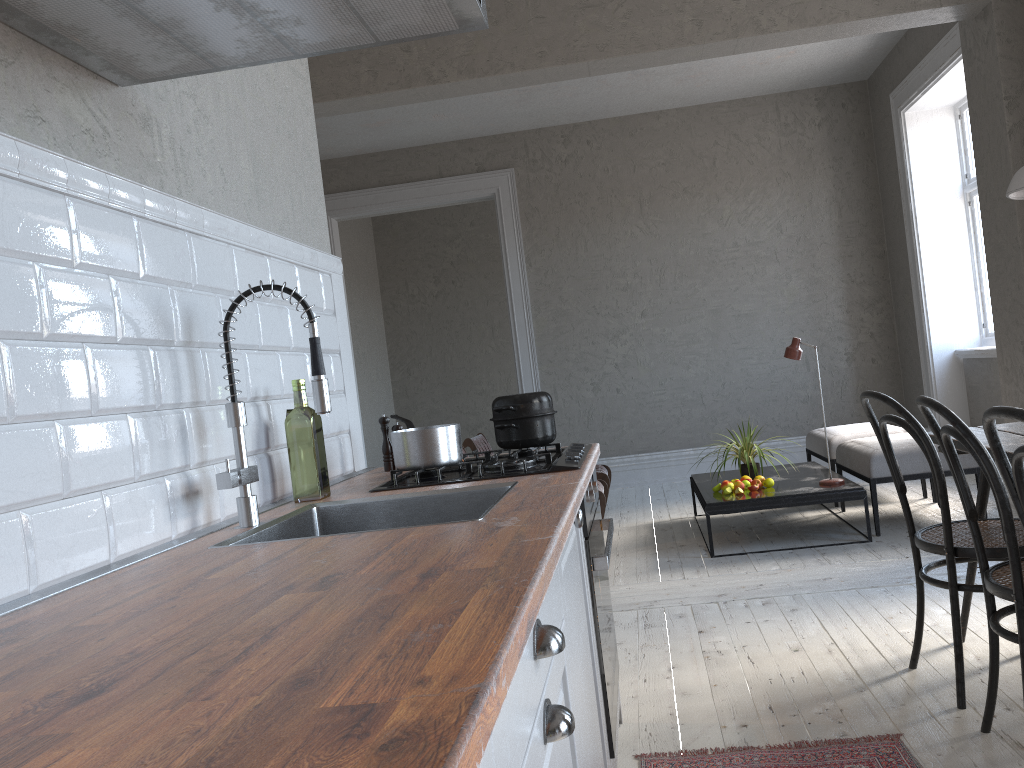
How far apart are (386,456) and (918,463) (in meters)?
3.29

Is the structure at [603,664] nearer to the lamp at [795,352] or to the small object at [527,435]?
the small object at [527,435]

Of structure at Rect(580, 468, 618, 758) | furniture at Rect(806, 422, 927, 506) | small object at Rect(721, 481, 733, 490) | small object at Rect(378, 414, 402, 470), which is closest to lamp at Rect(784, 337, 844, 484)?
small object at Rect(721, 481, 733, 490)

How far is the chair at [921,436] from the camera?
2.4m

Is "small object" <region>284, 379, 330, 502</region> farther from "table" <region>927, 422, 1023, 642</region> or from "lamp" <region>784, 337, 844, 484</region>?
"lamp" <region>784, 337, 844, 484</region>

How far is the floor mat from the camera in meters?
2.2 m

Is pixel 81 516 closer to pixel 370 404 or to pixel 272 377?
pixel 272 377

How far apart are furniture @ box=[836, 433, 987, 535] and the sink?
3.42m

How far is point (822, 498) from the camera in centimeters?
465cm

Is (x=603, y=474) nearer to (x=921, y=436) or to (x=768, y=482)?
(x=768, y=482)
